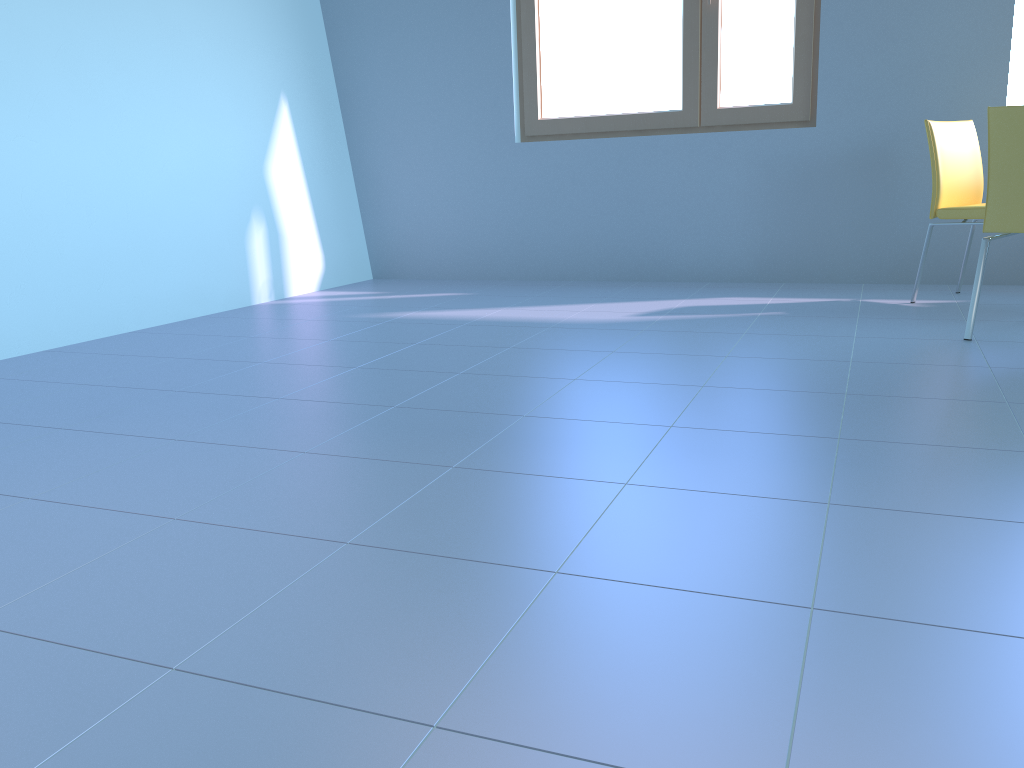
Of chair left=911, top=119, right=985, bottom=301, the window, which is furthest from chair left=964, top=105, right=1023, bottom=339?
the window

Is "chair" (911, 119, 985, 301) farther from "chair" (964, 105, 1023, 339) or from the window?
the window

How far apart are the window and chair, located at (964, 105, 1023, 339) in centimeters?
150cm

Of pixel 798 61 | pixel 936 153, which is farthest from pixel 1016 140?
pixel 798 61

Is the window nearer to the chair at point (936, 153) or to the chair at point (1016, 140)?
the chair at point (936, 153)

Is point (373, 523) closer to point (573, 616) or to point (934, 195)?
point (573, 616)

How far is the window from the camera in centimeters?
405cm

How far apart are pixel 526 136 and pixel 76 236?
2.28m

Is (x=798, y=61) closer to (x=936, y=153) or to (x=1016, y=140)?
(x=936, y=153)

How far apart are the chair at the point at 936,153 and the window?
0.7m
